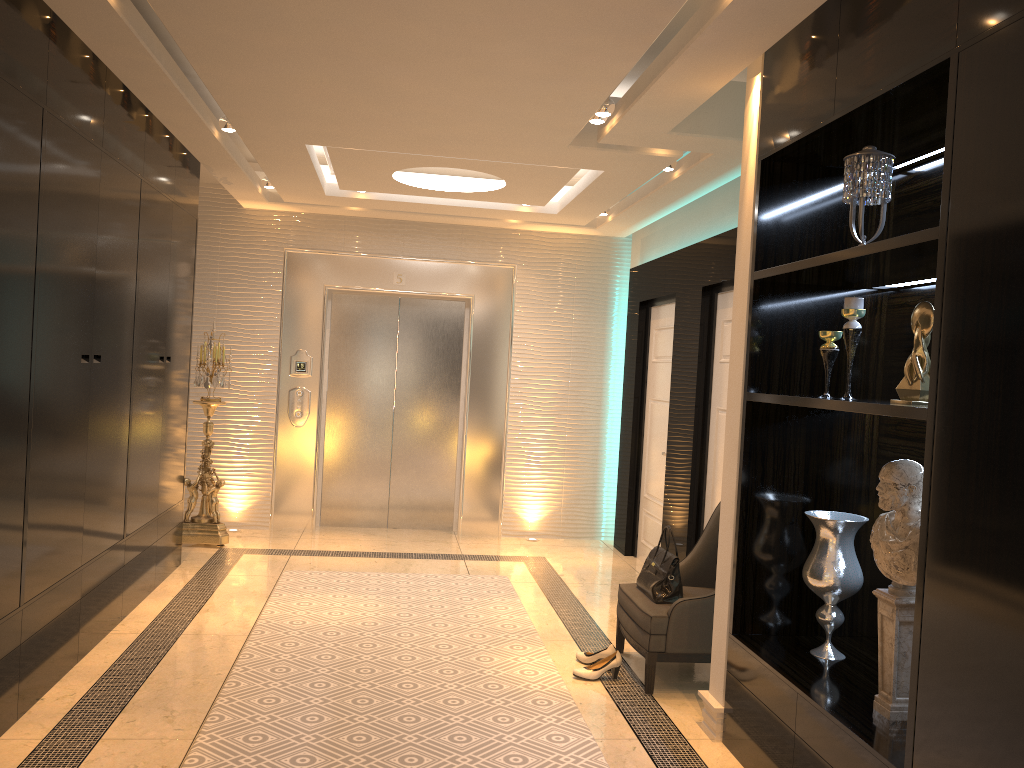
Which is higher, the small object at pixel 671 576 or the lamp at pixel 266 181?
the lamp at pixel 266 181

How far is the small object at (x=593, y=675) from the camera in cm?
416

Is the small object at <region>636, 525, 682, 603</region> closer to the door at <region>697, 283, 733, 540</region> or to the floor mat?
the floor mat

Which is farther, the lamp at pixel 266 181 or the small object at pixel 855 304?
the lamp at pixel 266 181

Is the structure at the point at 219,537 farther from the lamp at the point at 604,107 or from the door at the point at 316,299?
the lamp at the point at 604,107

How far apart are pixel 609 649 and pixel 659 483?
2.4 meters

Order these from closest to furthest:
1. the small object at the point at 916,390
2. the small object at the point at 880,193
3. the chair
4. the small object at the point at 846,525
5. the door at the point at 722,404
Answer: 1. the small object at the point at 916,390
2. the small object at the point at 880,193
3. the small object at the point at 846,525
4. the chair
5. the door at the point at 722,404

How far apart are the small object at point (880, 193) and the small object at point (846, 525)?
1.12m

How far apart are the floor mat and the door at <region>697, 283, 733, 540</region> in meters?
1.2

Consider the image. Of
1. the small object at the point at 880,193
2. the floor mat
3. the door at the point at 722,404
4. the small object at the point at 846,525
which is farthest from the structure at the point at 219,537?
the small object at the point at 880,193
